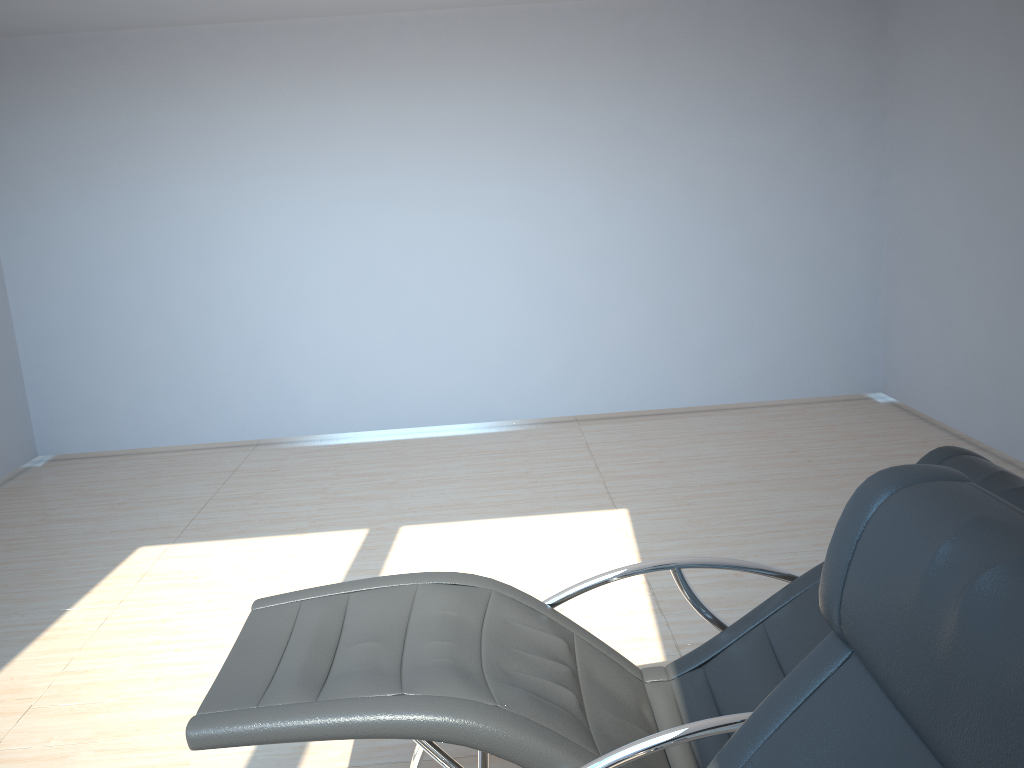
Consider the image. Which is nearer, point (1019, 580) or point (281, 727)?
point (1019, 580)

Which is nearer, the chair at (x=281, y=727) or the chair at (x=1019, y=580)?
the chair at (x=1019, y=580)

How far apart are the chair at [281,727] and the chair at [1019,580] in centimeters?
30cm

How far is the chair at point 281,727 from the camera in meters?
1.8 m

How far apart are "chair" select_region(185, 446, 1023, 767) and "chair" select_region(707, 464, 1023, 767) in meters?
0.3 m

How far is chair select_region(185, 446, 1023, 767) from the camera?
1.8m

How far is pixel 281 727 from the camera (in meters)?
1.78

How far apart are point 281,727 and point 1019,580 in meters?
1.4 m

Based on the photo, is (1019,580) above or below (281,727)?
above

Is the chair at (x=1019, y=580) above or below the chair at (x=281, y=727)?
above
